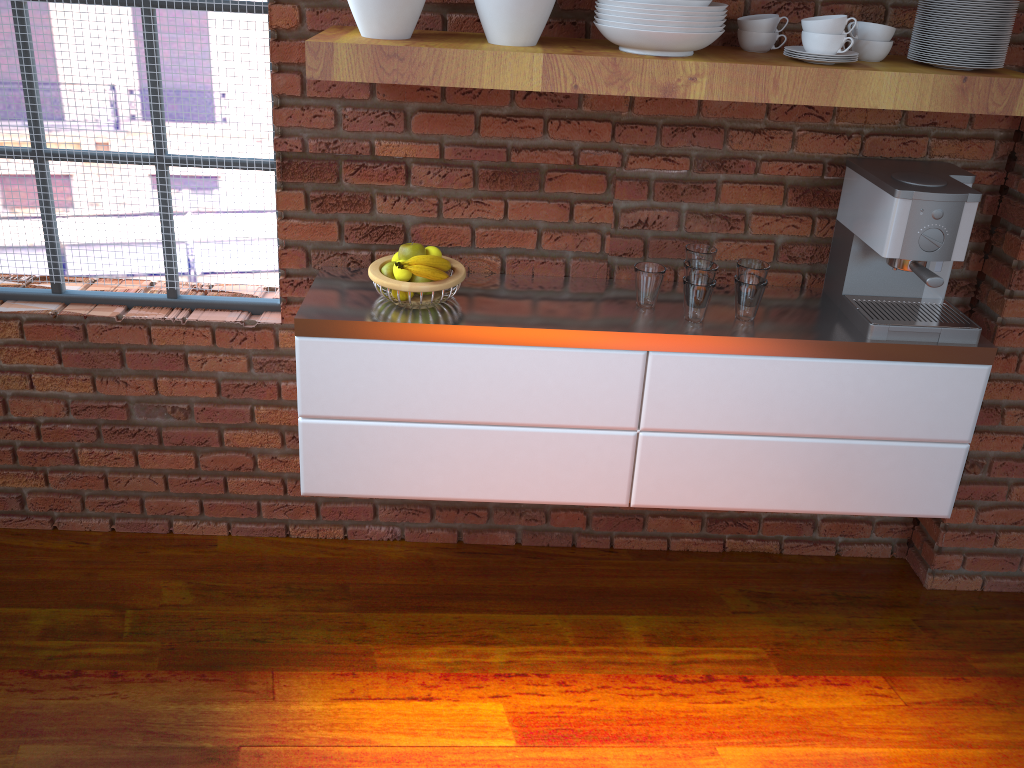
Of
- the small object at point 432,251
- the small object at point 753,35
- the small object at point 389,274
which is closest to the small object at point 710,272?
the small object at point 753,35

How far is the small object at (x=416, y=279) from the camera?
2.1m

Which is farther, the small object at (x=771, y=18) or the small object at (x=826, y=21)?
the small object at (x=771, y=18)

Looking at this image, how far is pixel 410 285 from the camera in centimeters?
201cm

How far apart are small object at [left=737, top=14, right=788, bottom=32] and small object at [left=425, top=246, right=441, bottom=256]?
0.8m

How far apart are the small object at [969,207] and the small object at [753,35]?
0.4 meters

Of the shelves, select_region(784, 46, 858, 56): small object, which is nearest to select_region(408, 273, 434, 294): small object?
the shelves

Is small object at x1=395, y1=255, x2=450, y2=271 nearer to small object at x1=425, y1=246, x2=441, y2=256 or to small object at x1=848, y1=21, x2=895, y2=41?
small object at x1=425, y1=246, x2=441, y2=256

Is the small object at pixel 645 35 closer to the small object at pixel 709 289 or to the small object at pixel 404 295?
the small object at pixel 709 289

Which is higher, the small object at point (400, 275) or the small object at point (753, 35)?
the small object at point (753, 35)
